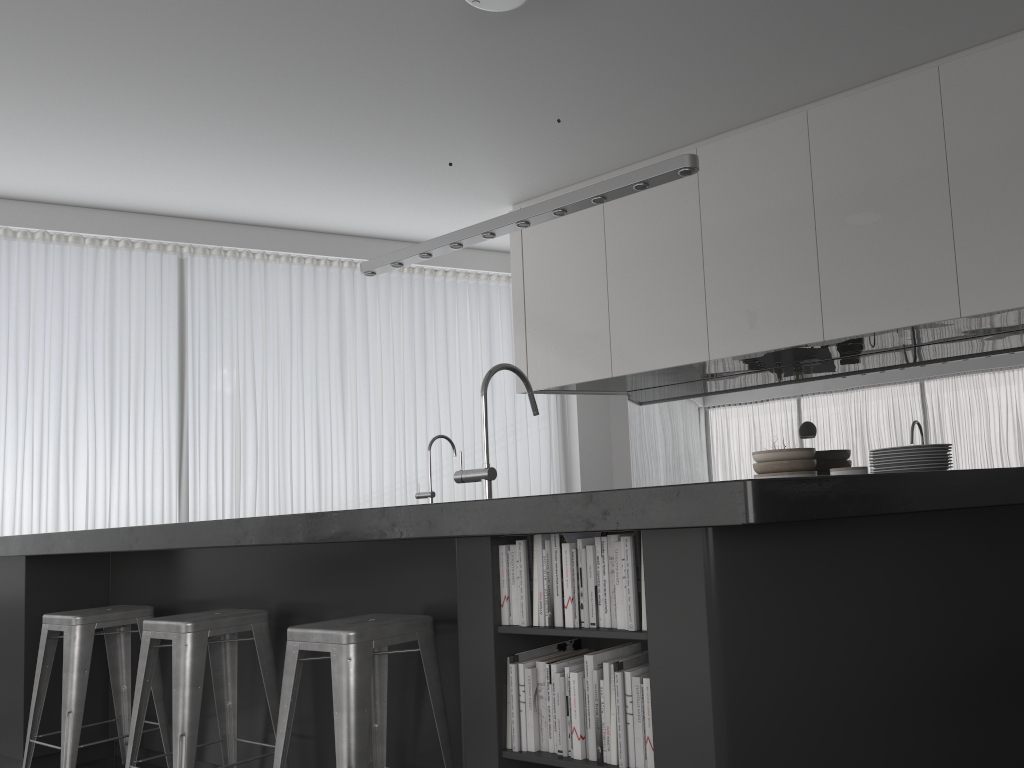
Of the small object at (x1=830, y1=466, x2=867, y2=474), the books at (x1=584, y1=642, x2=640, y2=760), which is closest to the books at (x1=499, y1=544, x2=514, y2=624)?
the books at (x1=584, y1=642, x2=640, y2=760)

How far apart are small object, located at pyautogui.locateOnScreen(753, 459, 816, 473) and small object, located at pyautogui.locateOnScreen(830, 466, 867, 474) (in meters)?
0.44

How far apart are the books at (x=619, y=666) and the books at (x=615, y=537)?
0.2m

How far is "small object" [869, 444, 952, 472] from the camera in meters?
2.4

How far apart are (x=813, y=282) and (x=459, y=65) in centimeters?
205cm

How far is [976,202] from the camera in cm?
396

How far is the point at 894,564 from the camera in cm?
176

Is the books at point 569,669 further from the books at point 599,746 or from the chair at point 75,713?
the chair at point 75,713

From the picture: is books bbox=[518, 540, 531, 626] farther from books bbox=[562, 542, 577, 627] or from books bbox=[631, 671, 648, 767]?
books bbox=[631, 671, 648, 767]

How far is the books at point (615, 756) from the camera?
1.72m
